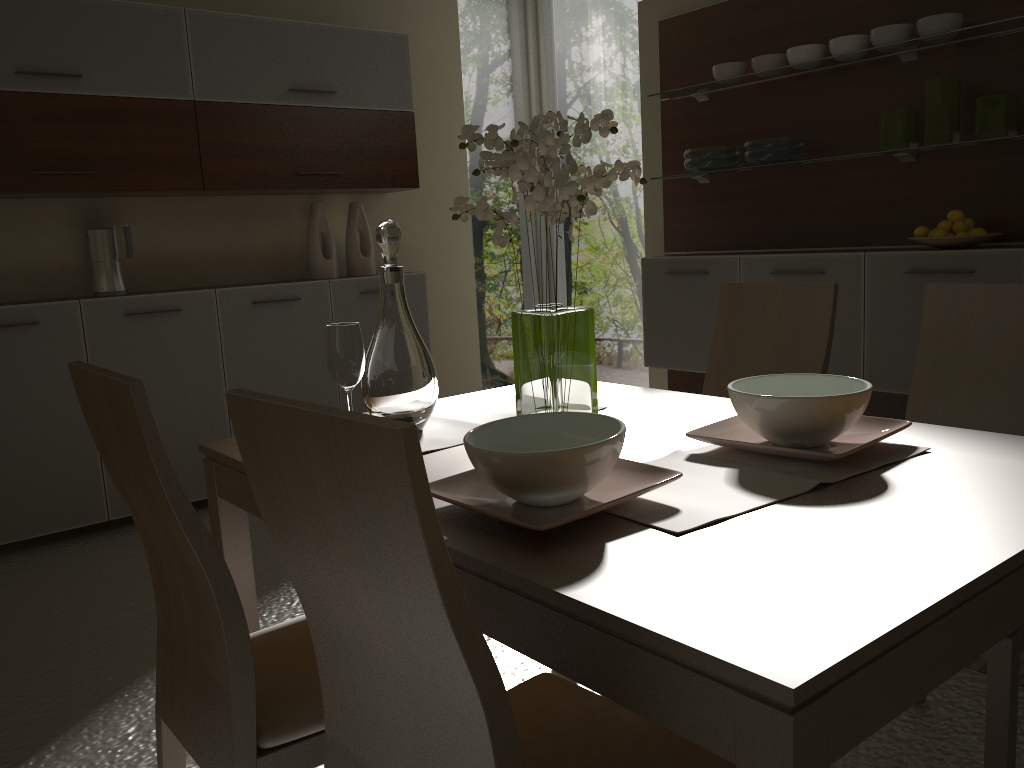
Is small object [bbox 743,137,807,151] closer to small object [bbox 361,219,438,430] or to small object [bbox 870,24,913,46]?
small object [bbox 870,24,913,46]

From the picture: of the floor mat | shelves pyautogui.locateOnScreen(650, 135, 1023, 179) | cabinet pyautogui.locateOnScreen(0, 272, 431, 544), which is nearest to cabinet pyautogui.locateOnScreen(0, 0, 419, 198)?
→ cabinet pyautogui.locateOnScreen(0, 272, 431, 544)

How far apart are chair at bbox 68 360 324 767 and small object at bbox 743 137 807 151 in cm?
311

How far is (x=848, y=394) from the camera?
1.39m

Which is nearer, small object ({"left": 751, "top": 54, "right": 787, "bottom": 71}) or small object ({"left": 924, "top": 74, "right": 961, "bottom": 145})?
small object ({"left": 924, "top": 74, "right": 961, "bottom": 145})

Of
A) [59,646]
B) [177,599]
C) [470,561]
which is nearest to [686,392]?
[59,646]

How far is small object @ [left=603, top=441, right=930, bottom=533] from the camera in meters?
1.2 m

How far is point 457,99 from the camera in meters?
5.2 m

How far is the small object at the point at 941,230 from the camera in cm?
339

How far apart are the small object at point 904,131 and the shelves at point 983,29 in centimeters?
25cm
